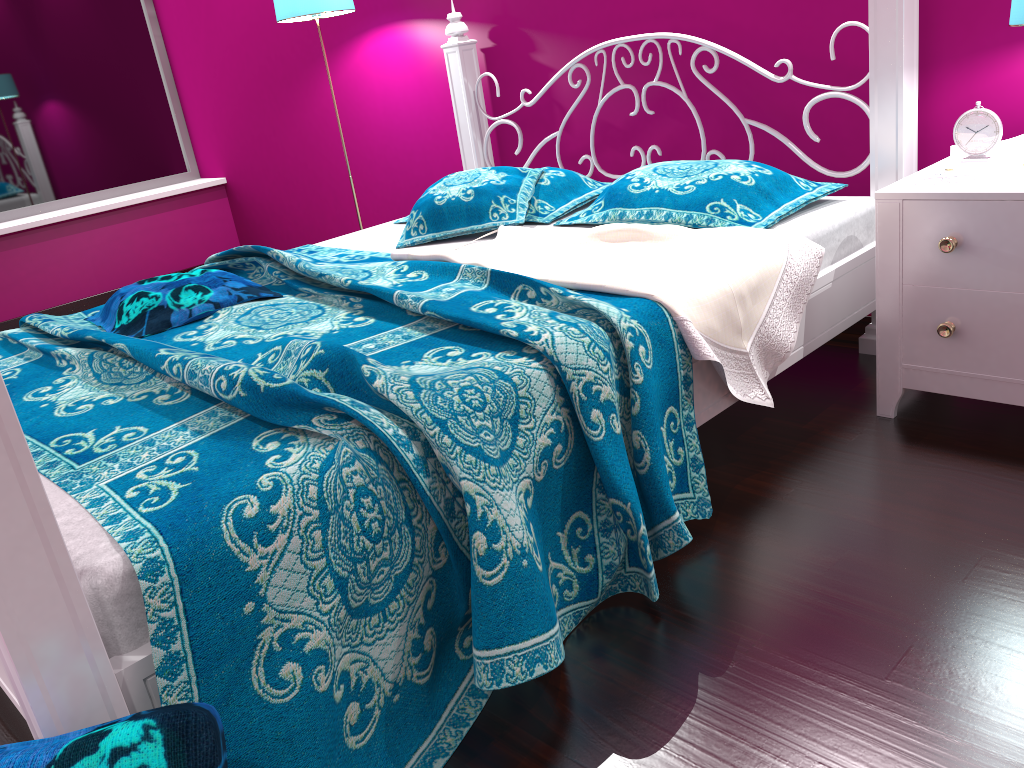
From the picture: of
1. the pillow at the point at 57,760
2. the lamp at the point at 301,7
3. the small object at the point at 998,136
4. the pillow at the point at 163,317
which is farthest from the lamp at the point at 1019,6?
the lamp at the point at 301,7

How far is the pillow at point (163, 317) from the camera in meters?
2.1

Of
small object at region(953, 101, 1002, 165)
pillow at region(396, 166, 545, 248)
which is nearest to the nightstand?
small object at region(953, 101, 1002, 165)

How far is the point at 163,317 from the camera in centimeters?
212cm

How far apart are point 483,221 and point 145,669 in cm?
174

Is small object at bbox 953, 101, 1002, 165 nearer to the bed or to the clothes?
the bed

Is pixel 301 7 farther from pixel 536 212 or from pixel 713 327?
pixel 713 327

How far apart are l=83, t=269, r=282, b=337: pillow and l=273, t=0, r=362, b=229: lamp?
1.4m

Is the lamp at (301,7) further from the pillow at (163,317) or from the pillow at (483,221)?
the pillow at (163,317)

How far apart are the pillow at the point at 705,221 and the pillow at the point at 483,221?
0.1m
